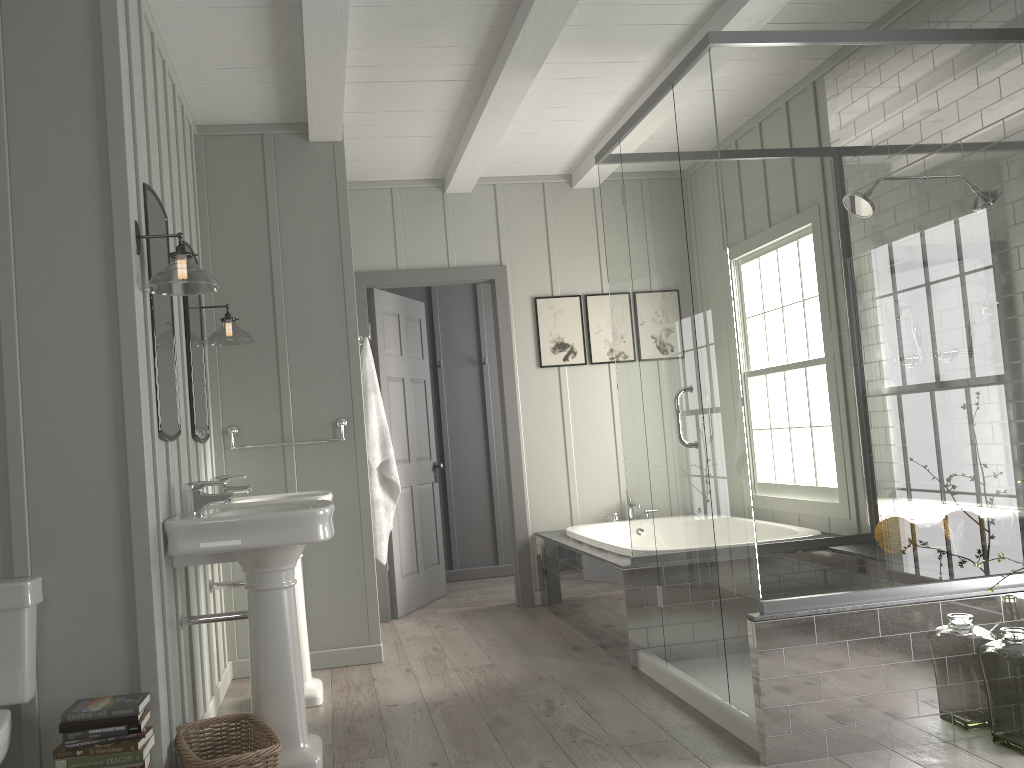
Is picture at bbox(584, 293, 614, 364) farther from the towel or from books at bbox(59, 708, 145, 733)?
books at bbox(59, 708, 145, 733)

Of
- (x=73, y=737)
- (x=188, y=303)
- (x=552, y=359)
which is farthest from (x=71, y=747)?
(x=552, y=359)

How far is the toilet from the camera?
2.40m

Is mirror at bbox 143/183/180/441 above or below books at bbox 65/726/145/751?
above

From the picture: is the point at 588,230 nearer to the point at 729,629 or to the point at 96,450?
the point at 729,629

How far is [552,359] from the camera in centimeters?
577cm

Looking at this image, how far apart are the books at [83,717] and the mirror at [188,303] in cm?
133

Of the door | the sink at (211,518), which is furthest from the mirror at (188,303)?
the door

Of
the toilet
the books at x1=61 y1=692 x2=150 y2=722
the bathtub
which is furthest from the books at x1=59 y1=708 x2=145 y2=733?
the bathtub

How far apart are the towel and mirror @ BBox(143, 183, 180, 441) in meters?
1.4 m
